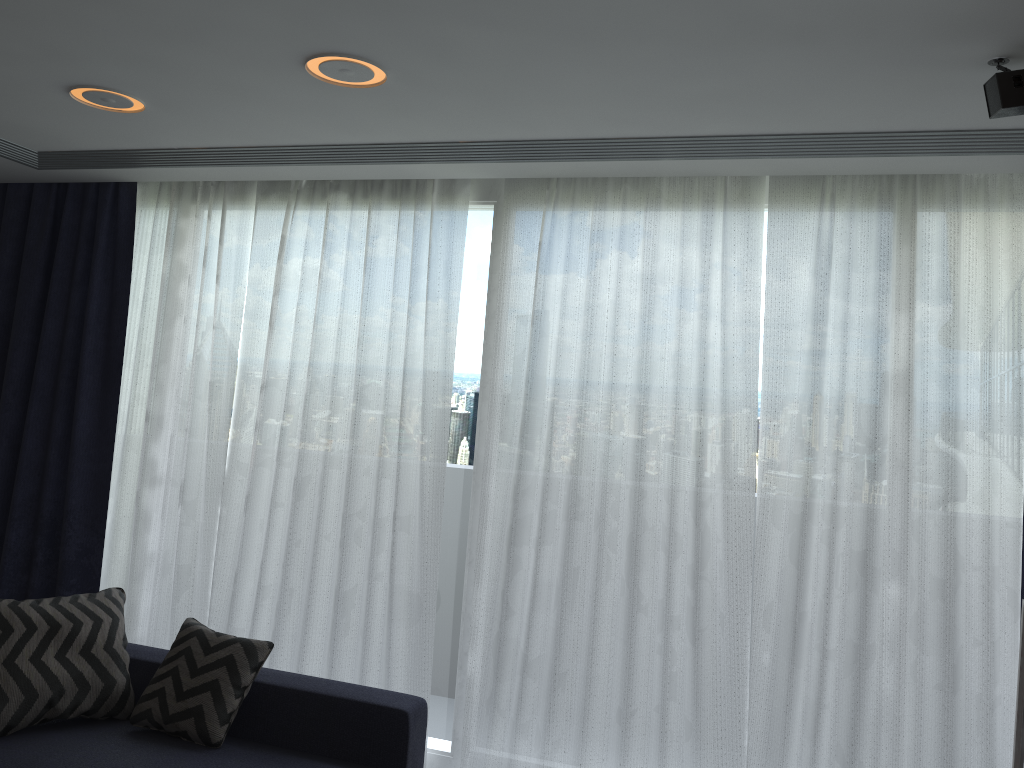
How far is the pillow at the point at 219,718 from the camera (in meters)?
3.16

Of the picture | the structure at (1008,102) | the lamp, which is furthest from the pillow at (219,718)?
the structure at (1008,102)

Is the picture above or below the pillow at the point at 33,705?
above

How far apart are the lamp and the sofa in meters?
2.1

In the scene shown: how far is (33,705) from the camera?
3.1m

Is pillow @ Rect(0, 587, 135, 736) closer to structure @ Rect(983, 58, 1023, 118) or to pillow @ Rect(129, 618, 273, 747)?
pillow @ Rect(129, 618, 273, 747)

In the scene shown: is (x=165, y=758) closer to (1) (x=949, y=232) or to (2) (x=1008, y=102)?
(2) (x=1008, y=102)

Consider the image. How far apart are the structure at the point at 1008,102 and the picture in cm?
139

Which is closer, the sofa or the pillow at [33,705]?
the sofa

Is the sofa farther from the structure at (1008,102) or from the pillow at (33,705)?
the structure at (1008,102)
